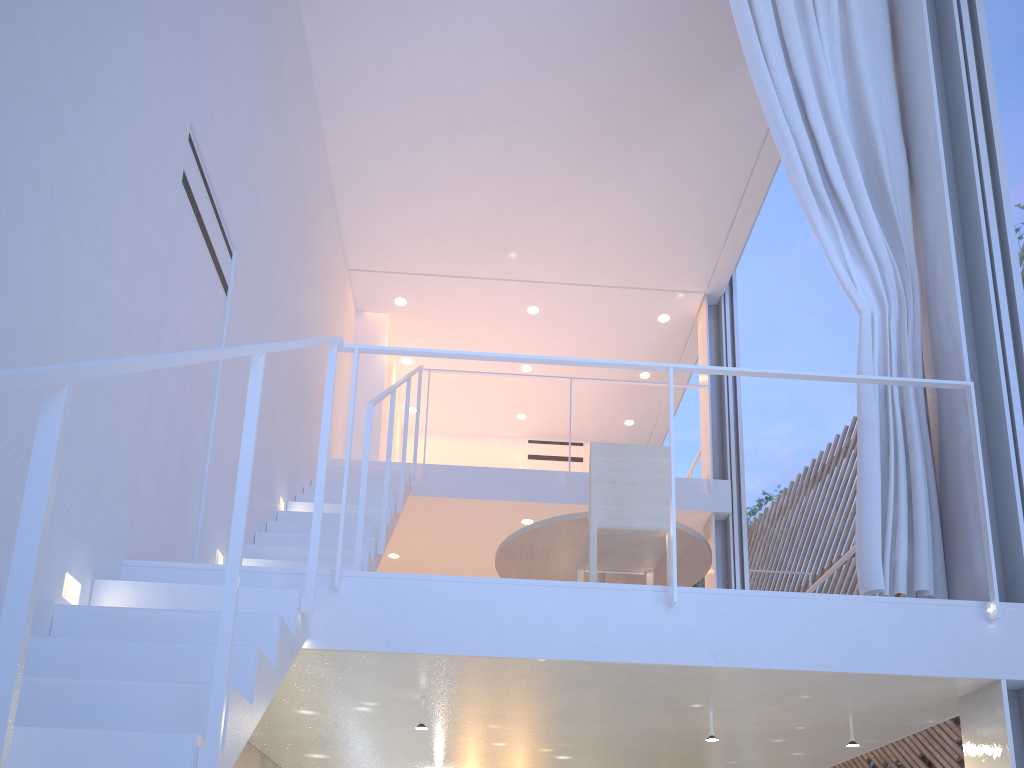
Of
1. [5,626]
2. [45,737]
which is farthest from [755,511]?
[5,626]

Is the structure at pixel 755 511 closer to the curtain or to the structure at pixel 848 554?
the structure at pixel 848 554

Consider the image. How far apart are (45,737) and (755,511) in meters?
7.1 m

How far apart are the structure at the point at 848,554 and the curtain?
0.7 meters

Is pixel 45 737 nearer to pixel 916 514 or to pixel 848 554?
pixel 916 514

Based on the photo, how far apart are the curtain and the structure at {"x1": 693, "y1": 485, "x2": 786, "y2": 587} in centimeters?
539cm

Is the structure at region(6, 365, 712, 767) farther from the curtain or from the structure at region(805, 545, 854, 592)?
the structure at region(805, 545, 854, 592)

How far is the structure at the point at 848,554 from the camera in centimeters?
258cm

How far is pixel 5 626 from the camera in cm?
54

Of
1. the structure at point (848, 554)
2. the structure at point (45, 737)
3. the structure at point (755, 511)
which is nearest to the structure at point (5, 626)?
the structure at point (45, 737)
